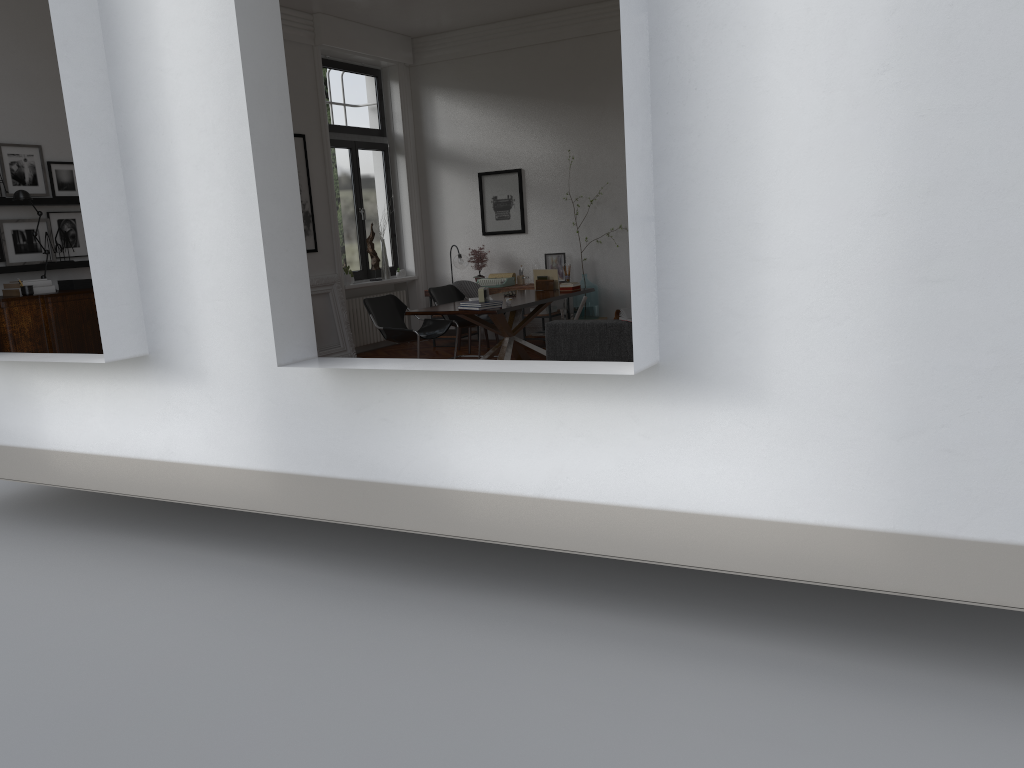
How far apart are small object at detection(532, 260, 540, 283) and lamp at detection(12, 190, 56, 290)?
6.0 meters

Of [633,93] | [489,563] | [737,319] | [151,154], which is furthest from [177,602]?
[633,93]

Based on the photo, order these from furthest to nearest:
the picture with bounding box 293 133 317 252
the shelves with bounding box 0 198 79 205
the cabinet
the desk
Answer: the picture with bounding box 293 133 317 252 < the desk < the shelves with bounding box 0 198 79 205 < the cabinet

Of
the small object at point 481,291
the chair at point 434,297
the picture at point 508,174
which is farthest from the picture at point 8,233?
the picture at point 508,174

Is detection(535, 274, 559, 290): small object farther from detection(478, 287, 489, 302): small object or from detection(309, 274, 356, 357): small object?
detection(309, 274, 356, 357): small object

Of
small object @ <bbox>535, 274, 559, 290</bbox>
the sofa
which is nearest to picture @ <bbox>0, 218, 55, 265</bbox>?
the sofa

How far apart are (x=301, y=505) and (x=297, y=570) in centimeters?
52cm

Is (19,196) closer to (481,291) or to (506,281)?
(481,291)

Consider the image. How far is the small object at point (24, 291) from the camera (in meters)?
6.69

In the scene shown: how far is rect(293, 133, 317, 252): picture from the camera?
10.1m
